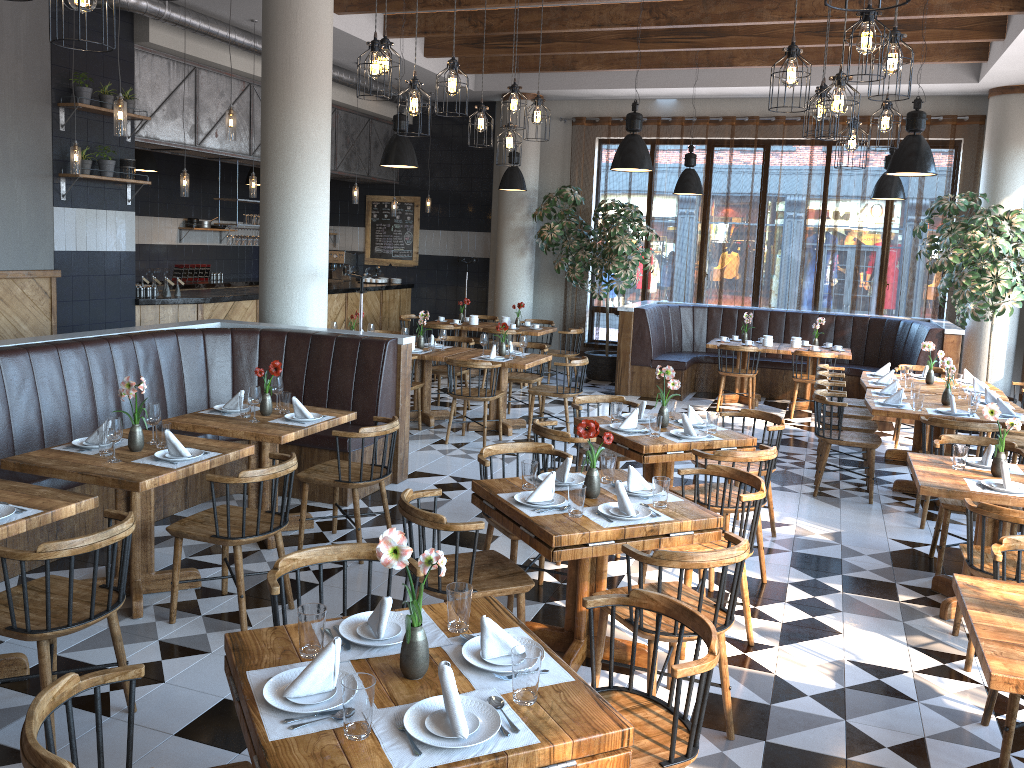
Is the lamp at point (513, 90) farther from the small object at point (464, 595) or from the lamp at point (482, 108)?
the small object at point (464, 595)

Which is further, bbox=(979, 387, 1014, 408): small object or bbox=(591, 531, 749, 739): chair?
bbox=(979, 387, 1014, 408): small object

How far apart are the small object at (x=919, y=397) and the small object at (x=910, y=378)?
1.28m

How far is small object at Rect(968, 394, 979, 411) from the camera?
6.9 meters

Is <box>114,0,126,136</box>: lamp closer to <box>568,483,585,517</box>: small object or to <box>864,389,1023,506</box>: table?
<box>568,483,585,517</box>: small object

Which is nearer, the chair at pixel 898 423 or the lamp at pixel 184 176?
the lamp at pixel 184 176

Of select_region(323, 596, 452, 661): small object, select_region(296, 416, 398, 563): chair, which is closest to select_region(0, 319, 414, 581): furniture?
select_region(296, 416, 398, 563): chair

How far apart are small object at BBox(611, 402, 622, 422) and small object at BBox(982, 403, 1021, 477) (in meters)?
2.12

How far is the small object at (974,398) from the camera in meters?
6.9

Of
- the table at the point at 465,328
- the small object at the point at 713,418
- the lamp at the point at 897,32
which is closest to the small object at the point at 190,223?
the table at the point at 465,328
